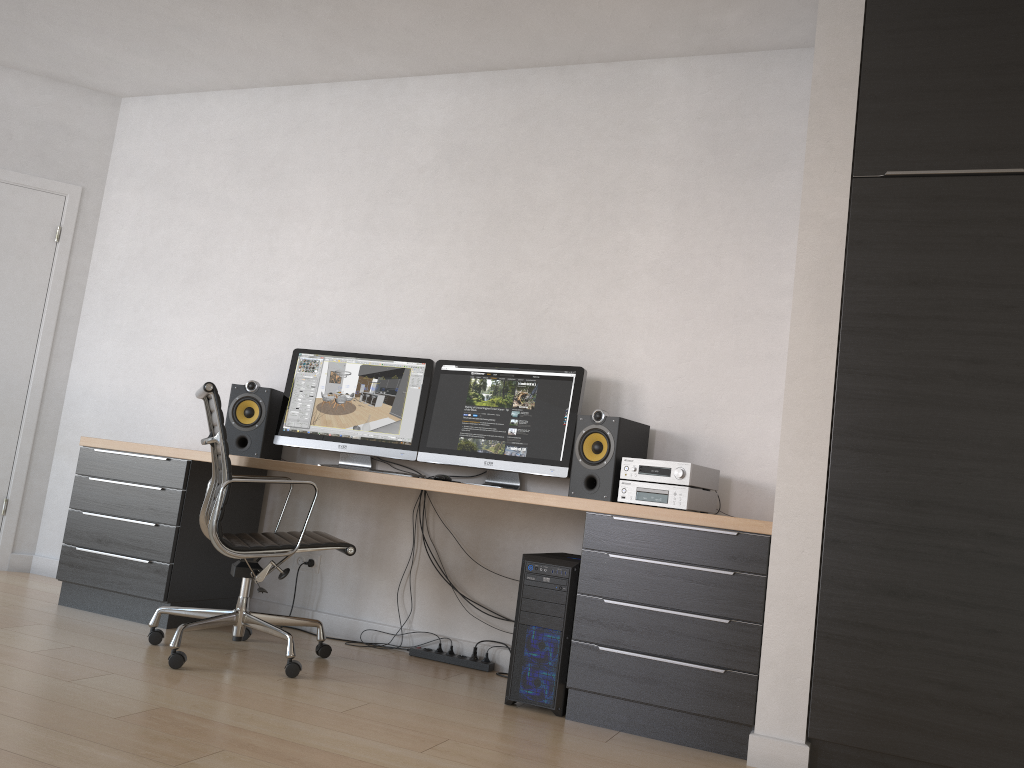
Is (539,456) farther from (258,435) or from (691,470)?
(258,435)

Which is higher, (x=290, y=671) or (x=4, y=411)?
(x=4, y=411)

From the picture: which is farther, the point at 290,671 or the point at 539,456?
the point at 539,456

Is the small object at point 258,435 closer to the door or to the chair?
the chair

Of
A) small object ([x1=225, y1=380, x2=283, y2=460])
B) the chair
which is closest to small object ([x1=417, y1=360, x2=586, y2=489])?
the chair

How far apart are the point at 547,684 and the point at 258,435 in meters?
1.8

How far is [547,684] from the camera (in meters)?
3.05

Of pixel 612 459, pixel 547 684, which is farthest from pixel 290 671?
pixel 612 459

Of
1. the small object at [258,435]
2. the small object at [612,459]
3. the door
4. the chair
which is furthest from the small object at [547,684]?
the door

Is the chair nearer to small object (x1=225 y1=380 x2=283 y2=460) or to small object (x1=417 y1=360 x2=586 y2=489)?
small object (x1=225 y1=380 x2=283 y2=460)
